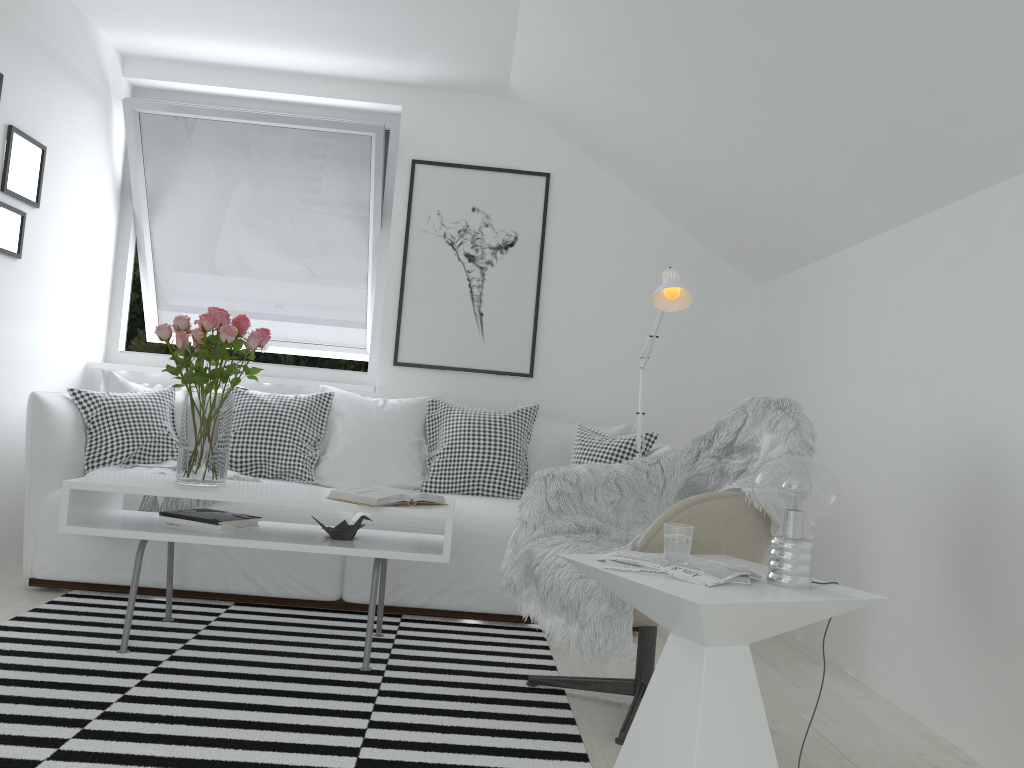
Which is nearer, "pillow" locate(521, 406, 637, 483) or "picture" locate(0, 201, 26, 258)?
"picture" locate(0, 201, 26, 258)

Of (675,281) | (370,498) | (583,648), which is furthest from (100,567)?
(675,281)

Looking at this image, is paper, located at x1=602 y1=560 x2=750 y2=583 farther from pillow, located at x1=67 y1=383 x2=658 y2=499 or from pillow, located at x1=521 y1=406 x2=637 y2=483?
pillow, located at x1=521 y1=406 x2=637 y2=483

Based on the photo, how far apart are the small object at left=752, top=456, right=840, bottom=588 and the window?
3.05m

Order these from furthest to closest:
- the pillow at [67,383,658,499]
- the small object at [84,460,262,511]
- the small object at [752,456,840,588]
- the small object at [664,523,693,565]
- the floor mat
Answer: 1. the pillow at [67,383,658,499]
2. the small object at [84,460,262,511]
3. the floor mat
4. the small object at [664,523,693,565]
5. the small object at [752,456,840,588]

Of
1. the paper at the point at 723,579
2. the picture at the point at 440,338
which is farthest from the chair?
the picture at the point at 440,338

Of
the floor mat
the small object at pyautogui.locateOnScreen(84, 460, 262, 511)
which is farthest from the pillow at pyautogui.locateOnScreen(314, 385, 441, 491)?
the floor mat

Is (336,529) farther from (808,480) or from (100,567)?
(808,480)

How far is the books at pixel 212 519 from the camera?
2.8m

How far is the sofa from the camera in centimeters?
340cm
